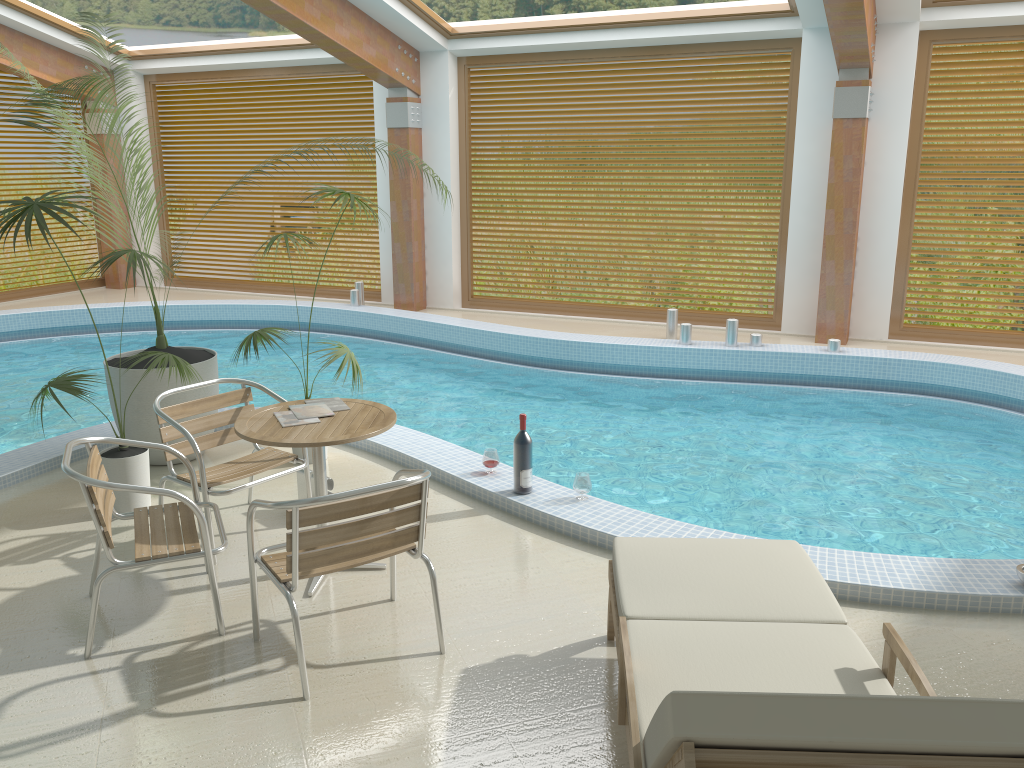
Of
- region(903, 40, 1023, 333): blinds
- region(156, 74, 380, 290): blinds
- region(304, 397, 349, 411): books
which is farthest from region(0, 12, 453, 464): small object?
region(903, 40, 1023, 333): blinds

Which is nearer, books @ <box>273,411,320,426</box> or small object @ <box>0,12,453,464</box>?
books @ <box>273,411,320,426</box>

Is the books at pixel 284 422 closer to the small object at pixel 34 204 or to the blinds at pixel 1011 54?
the small object at pixel 34 204

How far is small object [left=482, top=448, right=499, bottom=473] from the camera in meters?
5.0 m

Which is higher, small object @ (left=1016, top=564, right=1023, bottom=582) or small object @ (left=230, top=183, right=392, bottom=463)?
small object @ (left=230, top=183, right=392, bottom=463)

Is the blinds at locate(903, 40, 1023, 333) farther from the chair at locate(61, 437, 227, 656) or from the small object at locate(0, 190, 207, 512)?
the chair at locate(61, 437, 227, 656)

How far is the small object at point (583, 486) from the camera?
4.64m

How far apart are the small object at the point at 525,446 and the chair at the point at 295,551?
1.2m

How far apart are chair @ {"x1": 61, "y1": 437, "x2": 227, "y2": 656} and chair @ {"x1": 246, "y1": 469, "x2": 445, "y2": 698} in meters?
0.2

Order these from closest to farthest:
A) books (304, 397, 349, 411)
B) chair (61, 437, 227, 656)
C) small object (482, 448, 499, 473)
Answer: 1. chair (61, 437, 227, 656)
2. books (304, 397, 349, 411)
3. small object (482, 448, 499, 473)
